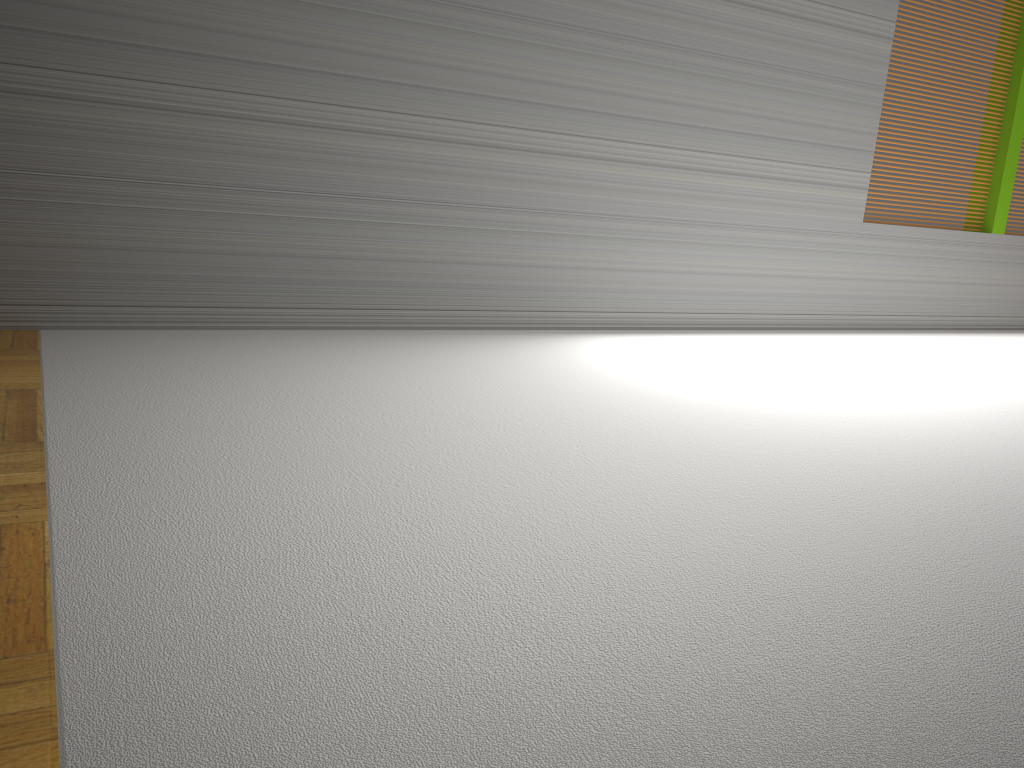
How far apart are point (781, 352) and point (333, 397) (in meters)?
2.53
